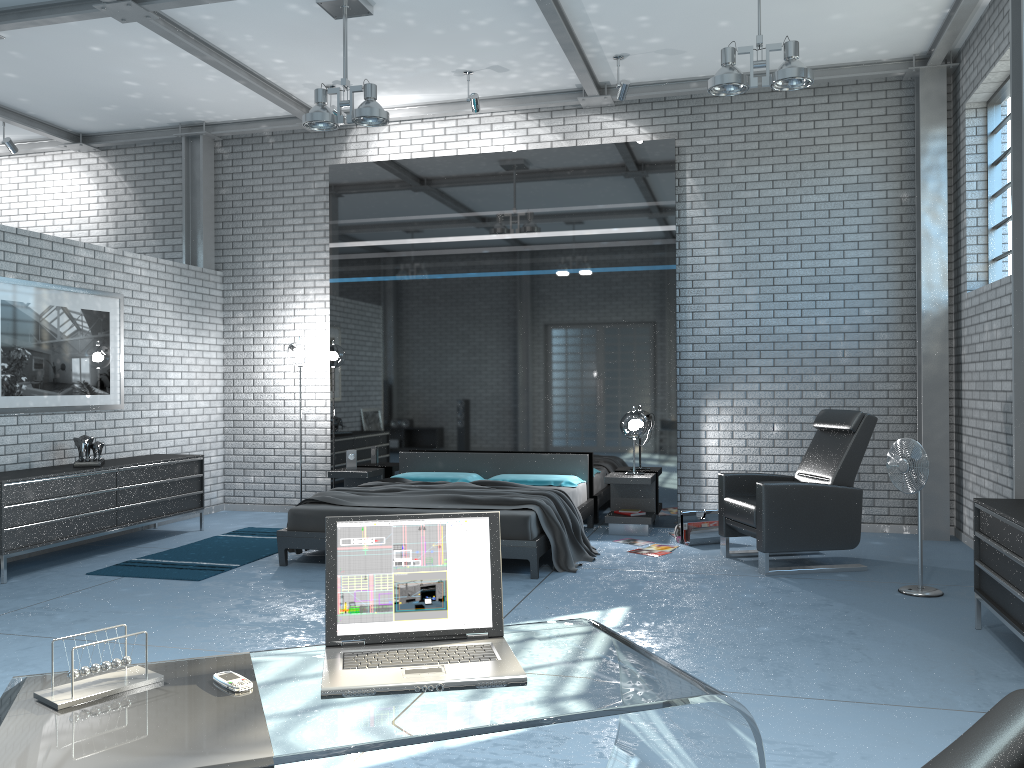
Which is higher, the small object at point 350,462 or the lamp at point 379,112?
the lamp at point 379,112

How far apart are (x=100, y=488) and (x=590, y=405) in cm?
415

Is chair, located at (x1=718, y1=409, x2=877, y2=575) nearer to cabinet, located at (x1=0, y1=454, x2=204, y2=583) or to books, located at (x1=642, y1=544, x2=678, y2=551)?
books, located at (x1=642, y1=544, x2=678, y2=551)

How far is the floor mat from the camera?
6.1 meters

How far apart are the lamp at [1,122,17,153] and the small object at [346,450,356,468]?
4.64m

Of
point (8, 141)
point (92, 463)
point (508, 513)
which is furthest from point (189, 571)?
point (8, 141)

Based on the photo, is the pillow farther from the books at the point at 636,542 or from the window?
the window

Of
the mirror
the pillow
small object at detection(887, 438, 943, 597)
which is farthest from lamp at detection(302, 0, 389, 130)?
small object at detection(887, 438, 943, 597)

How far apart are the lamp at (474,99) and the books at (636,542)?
3.9 meters

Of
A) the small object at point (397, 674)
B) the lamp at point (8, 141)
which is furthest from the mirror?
the small object at point (397, 674)
